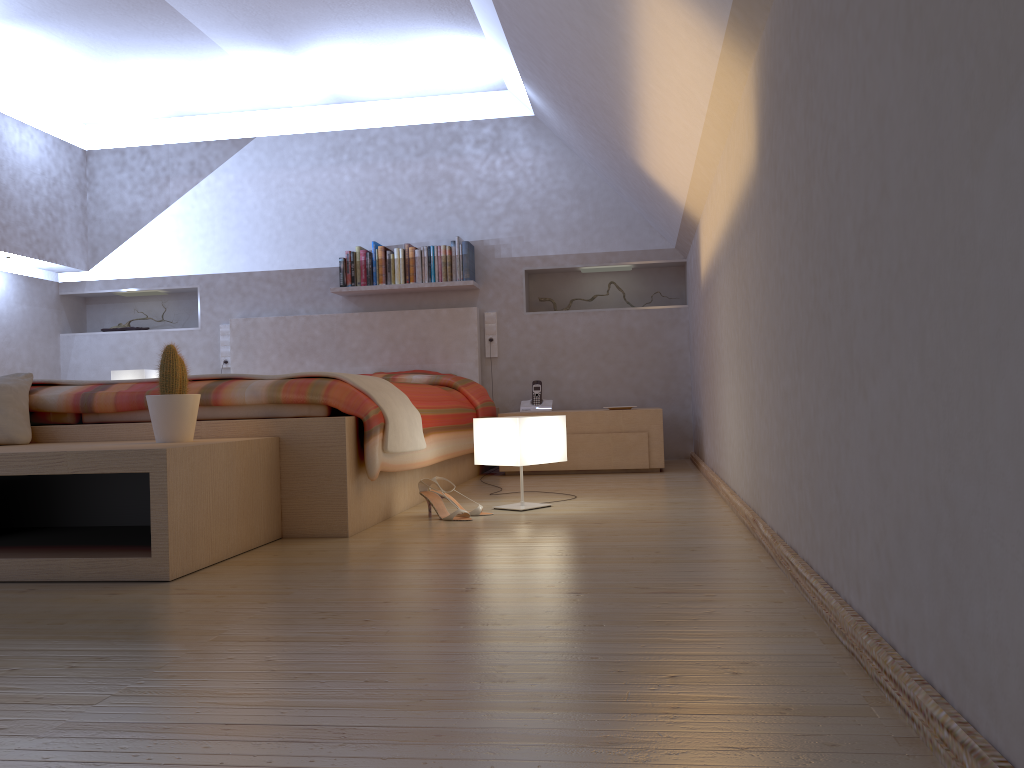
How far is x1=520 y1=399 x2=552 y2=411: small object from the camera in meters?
5.3

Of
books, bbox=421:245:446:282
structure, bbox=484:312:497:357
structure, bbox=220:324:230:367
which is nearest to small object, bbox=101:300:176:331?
structure, bbox=220:324:230:367

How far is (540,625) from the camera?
1.5m

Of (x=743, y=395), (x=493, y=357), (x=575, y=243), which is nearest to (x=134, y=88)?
(x=493, y=357)

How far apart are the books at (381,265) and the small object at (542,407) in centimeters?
112cm

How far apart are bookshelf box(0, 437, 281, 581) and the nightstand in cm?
214

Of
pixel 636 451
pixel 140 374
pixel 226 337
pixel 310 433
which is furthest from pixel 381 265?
pixel 310 433

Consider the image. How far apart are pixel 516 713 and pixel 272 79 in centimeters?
503cm

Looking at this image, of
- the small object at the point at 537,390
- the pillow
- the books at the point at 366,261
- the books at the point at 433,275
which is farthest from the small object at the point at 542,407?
the pillow

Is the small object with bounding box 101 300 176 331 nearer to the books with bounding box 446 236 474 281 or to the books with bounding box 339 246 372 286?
the books with bounding box 339 246 372 286
